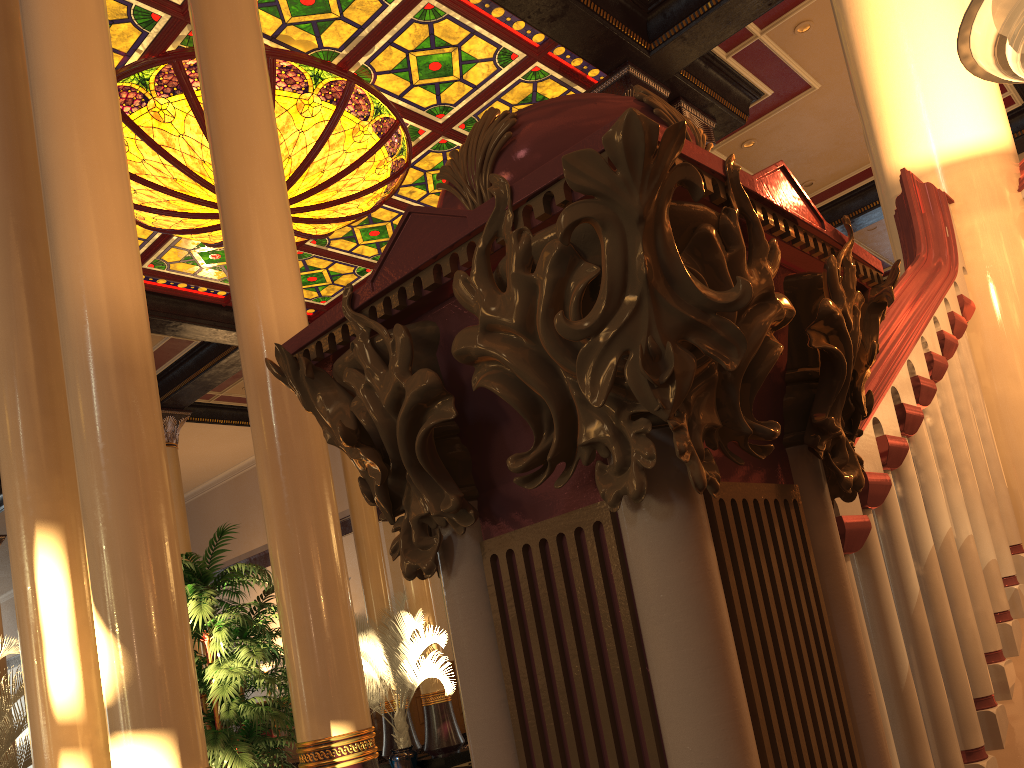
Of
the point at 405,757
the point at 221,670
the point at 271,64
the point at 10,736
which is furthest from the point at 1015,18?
the point at 405,757

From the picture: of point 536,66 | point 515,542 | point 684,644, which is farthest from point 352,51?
point 684,644

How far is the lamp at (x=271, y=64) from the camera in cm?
742

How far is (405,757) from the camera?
10.03m

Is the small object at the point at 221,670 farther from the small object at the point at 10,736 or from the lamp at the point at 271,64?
the lamp at the point at 271,64

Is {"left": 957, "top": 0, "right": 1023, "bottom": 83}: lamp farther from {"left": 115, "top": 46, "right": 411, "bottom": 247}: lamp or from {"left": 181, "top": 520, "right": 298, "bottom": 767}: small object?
{"left": 115, "top": 46, "right": 411, "bottom": 247}: lamp

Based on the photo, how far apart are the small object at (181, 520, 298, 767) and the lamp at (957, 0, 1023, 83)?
3.8m

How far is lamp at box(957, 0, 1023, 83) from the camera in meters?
1.5

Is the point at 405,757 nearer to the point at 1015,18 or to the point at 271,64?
the point at 271,64

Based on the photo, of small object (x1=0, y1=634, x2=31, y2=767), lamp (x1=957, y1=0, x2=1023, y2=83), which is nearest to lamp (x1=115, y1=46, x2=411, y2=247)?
small object (x1=0, y1=634, x2=31, y2=767)
